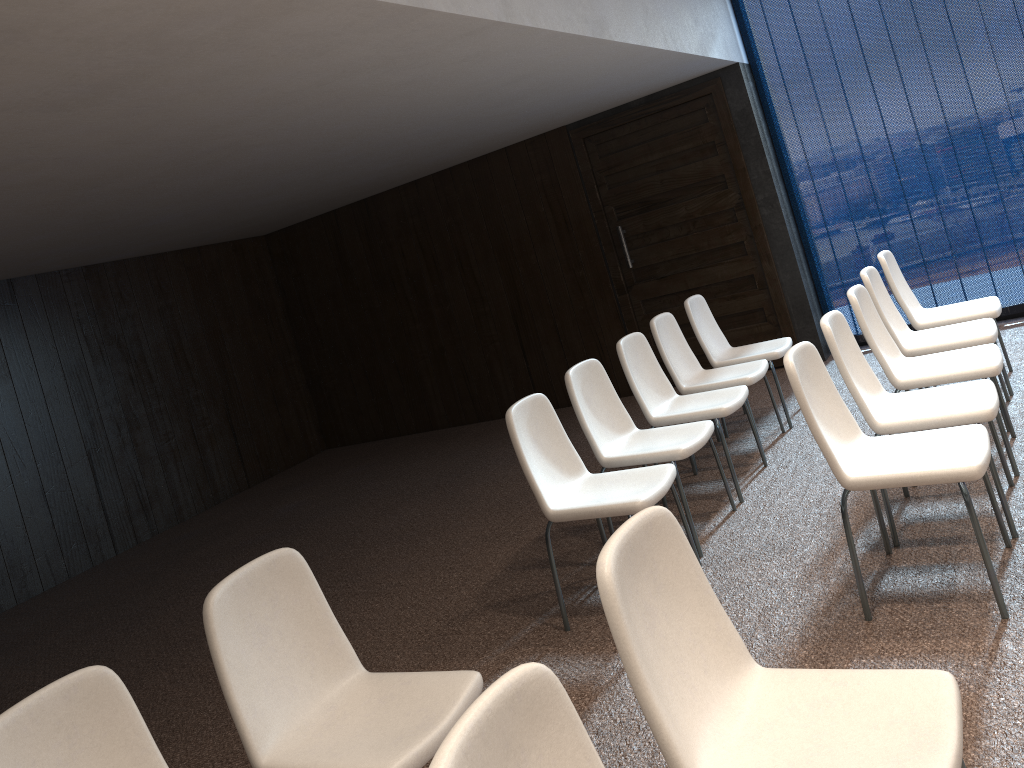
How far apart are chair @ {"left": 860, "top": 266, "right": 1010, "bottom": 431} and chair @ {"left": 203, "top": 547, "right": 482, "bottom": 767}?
3.11m

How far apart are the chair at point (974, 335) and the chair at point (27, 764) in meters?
3.9

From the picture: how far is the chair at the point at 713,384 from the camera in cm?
508

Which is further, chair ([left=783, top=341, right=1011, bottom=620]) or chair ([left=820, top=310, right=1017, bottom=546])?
Result: chair ([left=820, top=310, right=1017, bottom=546])

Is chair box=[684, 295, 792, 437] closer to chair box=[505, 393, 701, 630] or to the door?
the door

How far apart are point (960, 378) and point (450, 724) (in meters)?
2.80

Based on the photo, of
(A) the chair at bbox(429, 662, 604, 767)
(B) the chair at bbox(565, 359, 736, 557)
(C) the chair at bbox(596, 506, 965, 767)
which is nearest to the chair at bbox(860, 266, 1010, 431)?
(B) the chair at bbox(565, 359, 736, 557)

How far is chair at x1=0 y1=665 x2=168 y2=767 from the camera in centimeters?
192cm

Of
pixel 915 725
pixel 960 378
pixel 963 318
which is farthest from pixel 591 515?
pixel 963 318

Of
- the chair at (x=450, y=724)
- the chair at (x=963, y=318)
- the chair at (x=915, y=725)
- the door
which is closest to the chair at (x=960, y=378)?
the chair at (x=963, y=318)
